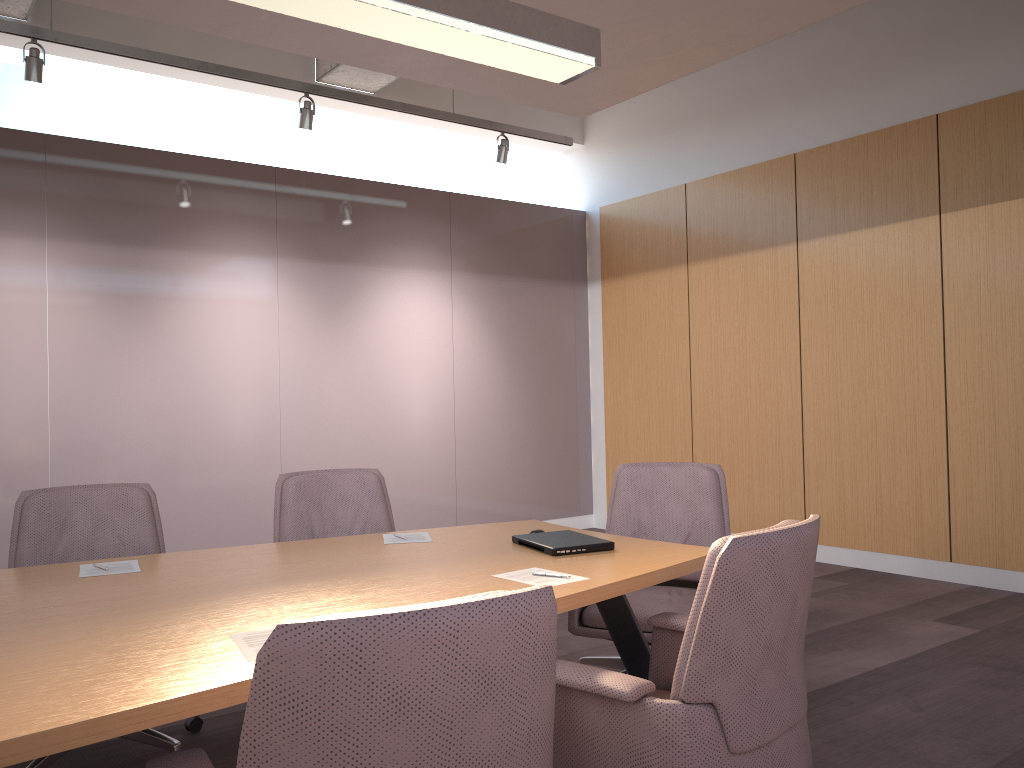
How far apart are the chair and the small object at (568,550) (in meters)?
0.36

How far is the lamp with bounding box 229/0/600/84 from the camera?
2.6m

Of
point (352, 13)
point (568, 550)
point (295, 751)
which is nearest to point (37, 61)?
point (352, 13)

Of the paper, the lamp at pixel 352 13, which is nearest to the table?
the paper

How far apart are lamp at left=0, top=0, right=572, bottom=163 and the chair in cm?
242

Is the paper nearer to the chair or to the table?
the table

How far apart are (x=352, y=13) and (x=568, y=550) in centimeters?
176cm

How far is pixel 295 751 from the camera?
1.2m

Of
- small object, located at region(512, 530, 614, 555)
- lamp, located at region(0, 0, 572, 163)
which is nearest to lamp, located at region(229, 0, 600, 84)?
small object, located at region(512, 530, 614, 555)

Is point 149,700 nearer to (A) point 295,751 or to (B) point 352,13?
(A) point 295,751
